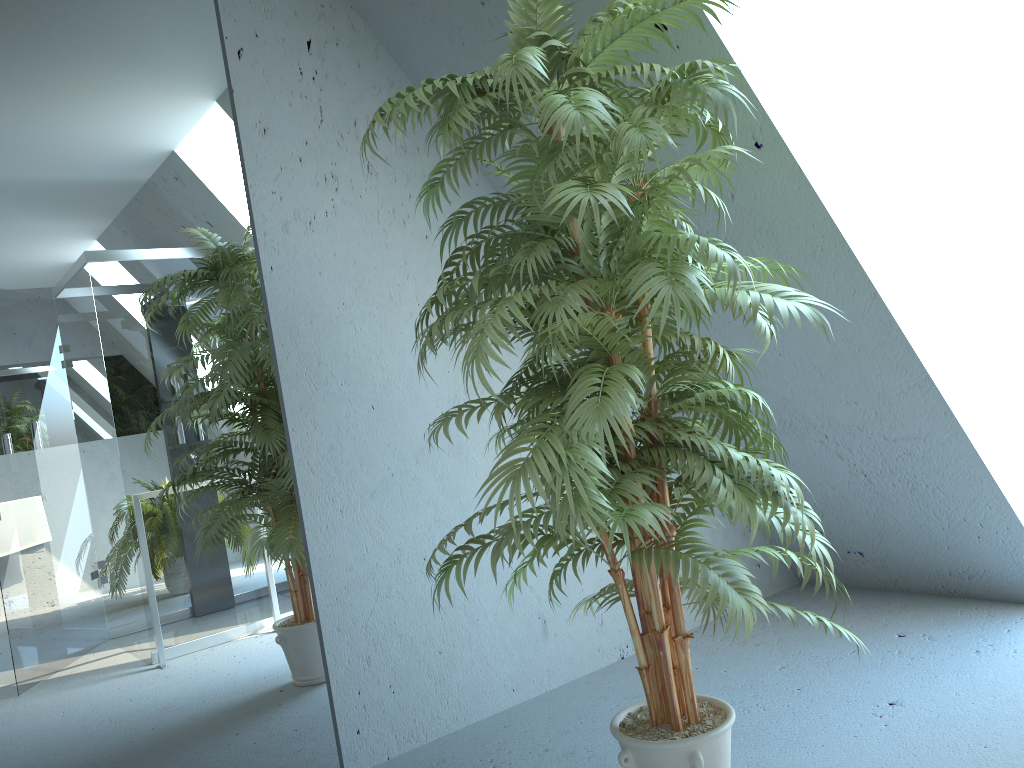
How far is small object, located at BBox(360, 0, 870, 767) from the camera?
1.66m

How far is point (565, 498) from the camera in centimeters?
166cm

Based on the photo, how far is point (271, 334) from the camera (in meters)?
2.66

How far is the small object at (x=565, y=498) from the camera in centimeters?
166cm
